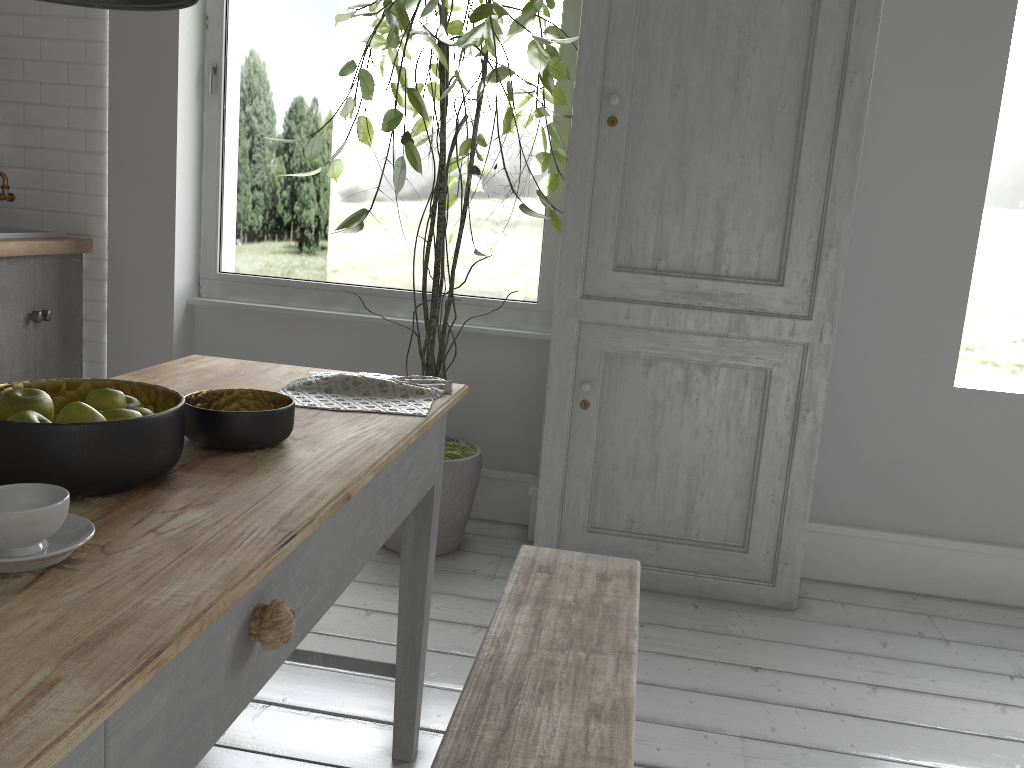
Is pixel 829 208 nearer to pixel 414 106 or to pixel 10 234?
pixel 414 106

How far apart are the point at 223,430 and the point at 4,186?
3.8m

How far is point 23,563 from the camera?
1.1 meters

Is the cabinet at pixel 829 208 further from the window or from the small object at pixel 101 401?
the small object at pixel 101 401

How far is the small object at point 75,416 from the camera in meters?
1.4 m

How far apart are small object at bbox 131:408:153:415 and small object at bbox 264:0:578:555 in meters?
1.9

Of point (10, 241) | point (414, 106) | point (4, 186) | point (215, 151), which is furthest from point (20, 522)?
point (4, 186)

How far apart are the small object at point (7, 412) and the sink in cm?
320

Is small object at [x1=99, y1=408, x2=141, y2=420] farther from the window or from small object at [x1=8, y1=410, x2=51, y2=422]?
the window

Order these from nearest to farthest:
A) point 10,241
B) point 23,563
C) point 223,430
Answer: point 23,563, point 223,430, point 10,241
